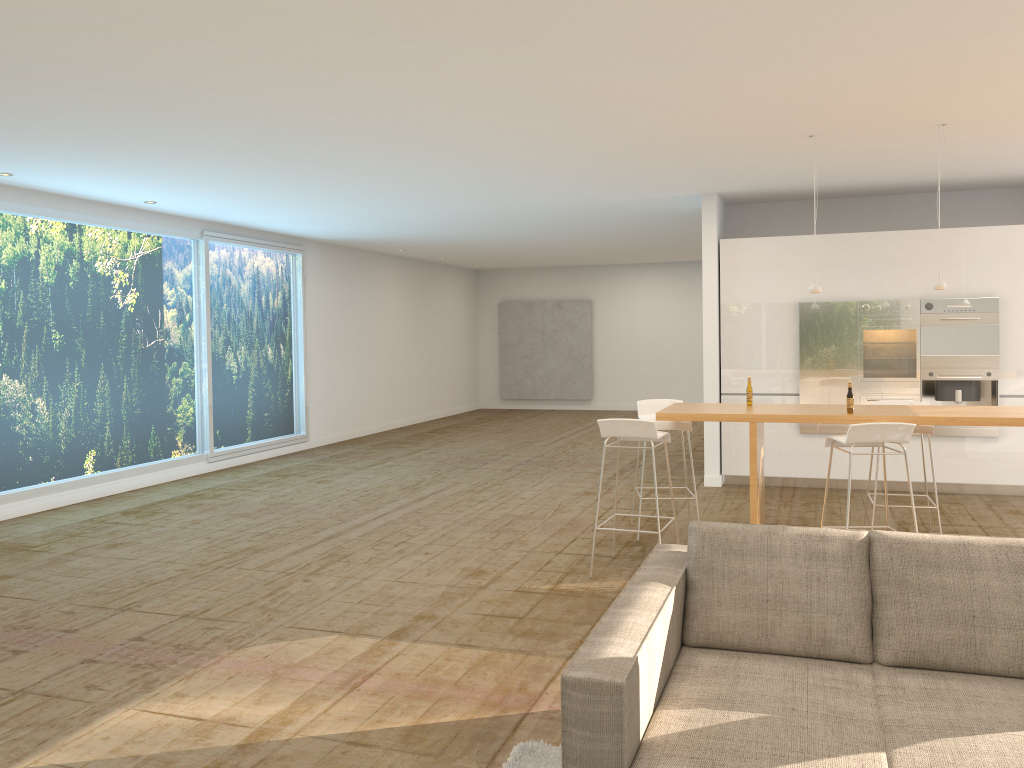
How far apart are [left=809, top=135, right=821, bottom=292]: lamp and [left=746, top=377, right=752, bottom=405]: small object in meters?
0.9

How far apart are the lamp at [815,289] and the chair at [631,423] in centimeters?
156cm

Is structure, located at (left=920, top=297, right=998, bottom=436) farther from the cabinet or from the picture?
the picture

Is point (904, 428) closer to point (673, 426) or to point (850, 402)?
point (850, 402)

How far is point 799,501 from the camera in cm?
826

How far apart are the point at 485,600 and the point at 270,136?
3.48m

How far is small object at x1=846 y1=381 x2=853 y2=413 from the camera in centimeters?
569cm

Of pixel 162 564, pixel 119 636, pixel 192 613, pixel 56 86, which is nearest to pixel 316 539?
pixel 162 564

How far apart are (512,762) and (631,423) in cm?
276

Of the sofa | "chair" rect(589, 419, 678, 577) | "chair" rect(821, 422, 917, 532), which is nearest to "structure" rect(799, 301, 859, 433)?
"chair" rect(821, 422, 917, 532)
